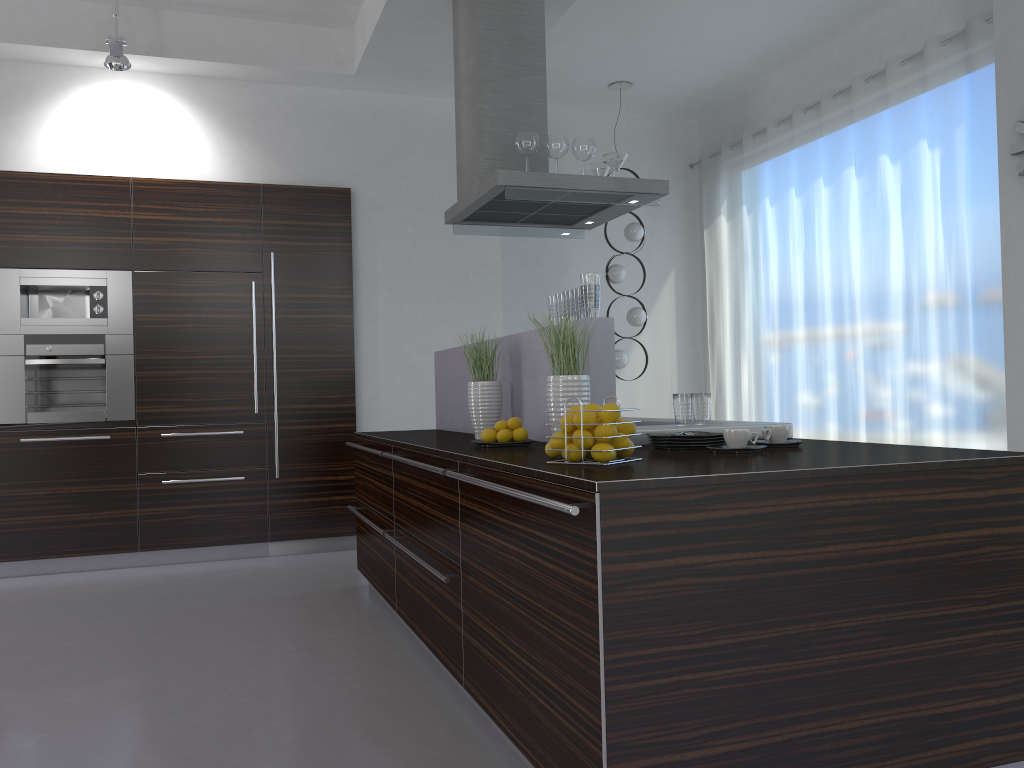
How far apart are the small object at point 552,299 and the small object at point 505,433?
0.5 meters

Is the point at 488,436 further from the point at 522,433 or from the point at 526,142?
the point at 526,142

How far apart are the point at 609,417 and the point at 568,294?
1.04m

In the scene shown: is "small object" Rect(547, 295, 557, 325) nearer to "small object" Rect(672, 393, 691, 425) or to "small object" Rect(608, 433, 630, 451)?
"small object" Rect(672, 393, 691, 425)

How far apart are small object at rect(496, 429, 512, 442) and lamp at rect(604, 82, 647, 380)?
3.9m

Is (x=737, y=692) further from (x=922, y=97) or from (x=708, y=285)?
(x=708, y=285)

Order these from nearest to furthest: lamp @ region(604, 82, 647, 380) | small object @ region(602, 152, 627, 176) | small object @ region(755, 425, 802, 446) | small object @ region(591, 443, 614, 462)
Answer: small object @ region(591, 443, 614, 462) < small object @ region(755, 425, 802, 446) < small object @ region(602, 152, 627, 176) < lamp @ region(604, 82, 647, 380)

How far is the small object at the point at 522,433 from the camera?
3.2m

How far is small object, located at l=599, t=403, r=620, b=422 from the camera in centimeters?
232cm

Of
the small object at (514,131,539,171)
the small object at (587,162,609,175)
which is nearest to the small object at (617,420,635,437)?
the small object at (514,131,539,171)
